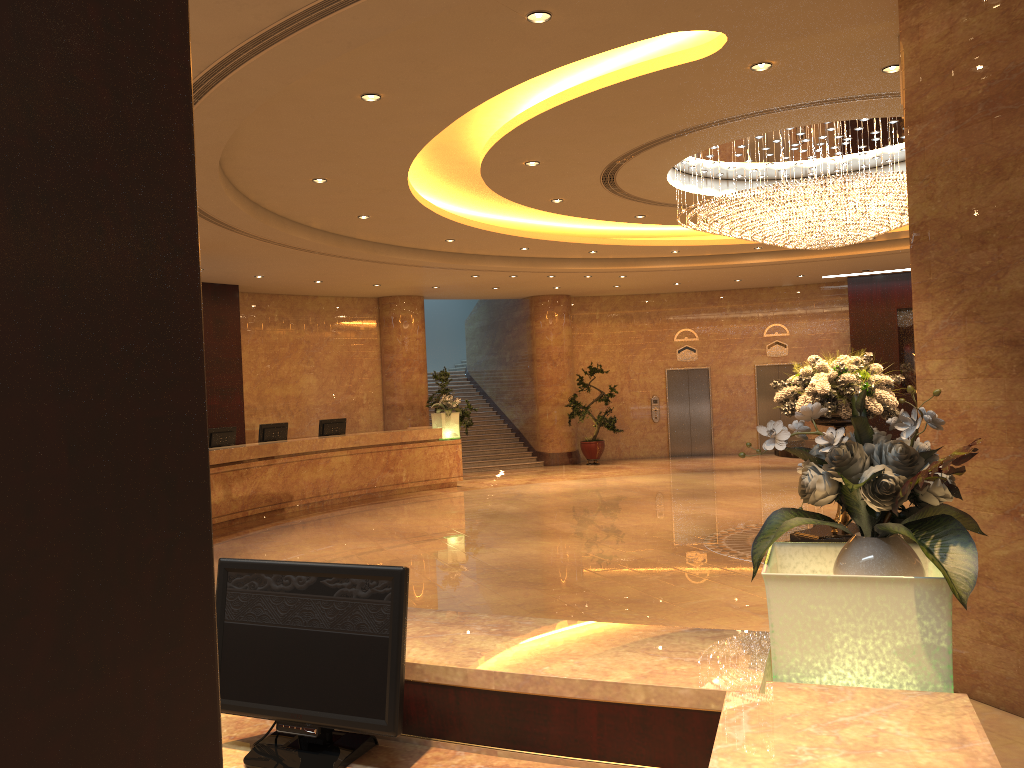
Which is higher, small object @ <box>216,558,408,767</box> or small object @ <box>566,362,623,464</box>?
small object @ <box>216,558,408,767</box>

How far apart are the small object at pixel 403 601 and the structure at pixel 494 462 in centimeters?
1749cm

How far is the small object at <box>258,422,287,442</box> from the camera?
14.7m

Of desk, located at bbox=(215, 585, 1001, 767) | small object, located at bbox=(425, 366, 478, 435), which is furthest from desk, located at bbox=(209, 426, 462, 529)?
desk, located at bbox=(215, 585, 1001, 767)

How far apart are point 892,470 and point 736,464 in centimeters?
1734cm

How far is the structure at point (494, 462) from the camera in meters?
20.4

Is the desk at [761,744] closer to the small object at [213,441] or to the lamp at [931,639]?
the lamp at [931,639]

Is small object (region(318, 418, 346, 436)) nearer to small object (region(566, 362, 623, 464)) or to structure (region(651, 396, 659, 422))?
small object (region(566, 362, 623, 464))

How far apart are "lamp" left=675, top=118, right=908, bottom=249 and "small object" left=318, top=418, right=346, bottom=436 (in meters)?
7.94

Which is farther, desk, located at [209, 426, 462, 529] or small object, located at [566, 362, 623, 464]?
small object, located at [566, 362, 623, 464]
